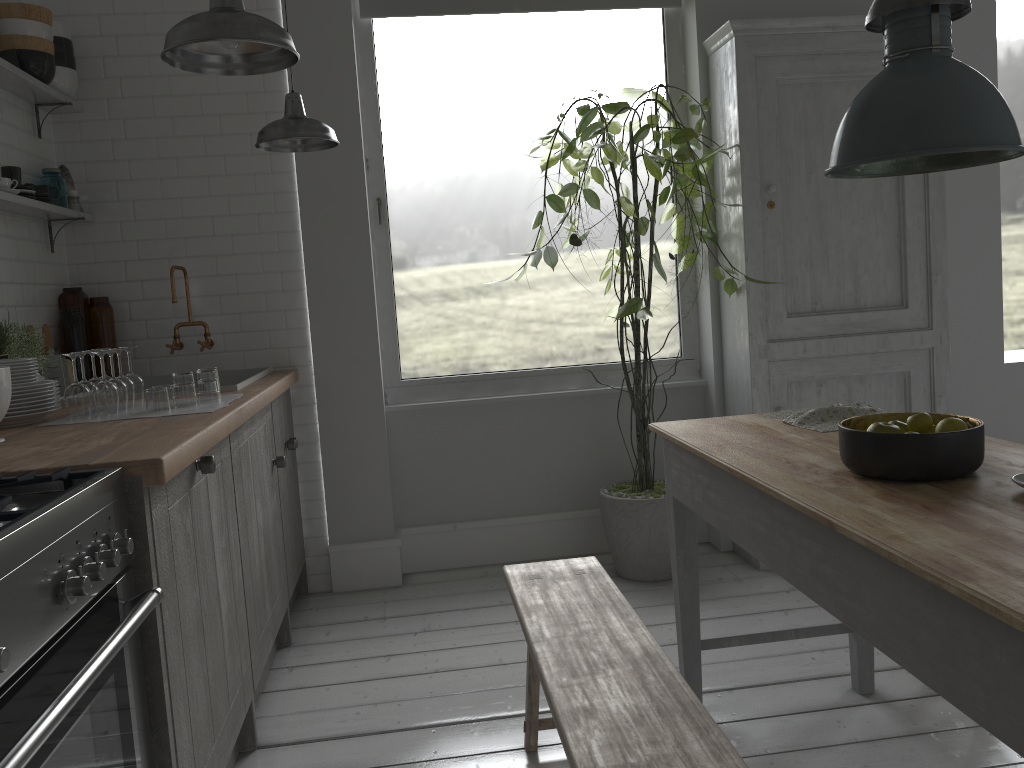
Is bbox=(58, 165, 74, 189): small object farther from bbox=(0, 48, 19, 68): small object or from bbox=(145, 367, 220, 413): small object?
bbox=(145, 367, 220, 413): small object

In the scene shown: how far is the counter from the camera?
2.3m

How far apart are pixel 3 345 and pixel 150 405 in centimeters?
87cm

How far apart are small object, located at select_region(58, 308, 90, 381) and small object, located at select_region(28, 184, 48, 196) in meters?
0.6

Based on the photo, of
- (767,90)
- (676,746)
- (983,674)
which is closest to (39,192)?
(767,90)

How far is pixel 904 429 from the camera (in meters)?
2.45

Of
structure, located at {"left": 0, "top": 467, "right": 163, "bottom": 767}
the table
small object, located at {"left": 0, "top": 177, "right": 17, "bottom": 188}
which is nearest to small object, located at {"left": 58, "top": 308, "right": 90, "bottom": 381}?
small object, located at {"left": 0, "top": 177, "right": 17, "bottom": 188}

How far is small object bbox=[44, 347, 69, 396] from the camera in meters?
4.1

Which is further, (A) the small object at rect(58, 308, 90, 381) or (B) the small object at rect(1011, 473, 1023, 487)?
(A) the small object at rect(58, 308, 90, 381)

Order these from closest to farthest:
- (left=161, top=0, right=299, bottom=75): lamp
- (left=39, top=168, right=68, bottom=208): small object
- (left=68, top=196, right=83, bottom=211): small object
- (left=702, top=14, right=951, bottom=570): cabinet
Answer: (left=161, top=0, right=299, bottom=75): lamp
(left=39, top=168, right=68, bottom=208): small object
(left=68, top=196, right=83, bottom=211): small object
(left=702, top=14, right=951, bottom=570): cabinet
